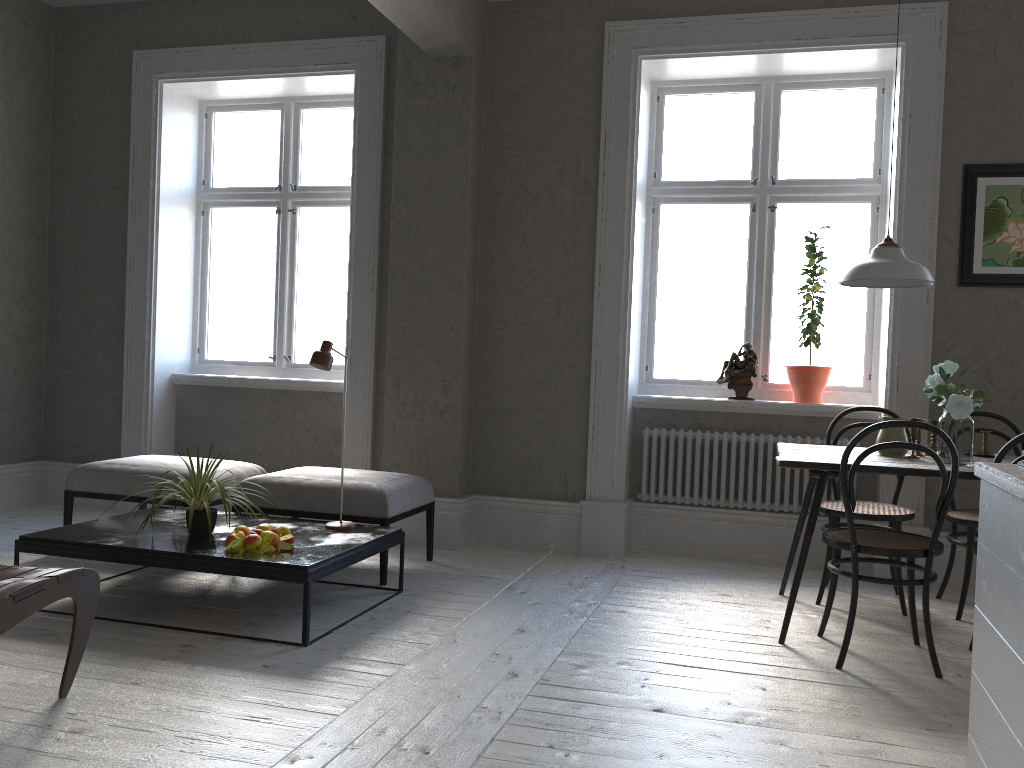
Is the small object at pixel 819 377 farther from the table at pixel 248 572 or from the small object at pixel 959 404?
the table at pixel 248 572

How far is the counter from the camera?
1.8m

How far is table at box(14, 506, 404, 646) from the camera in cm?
331

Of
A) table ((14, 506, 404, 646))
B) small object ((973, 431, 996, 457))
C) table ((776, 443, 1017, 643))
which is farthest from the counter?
table ((14, 506, 404, 646))

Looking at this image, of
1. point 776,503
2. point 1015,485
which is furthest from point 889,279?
point 1015,485

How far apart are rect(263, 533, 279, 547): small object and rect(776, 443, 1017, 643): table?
2.0m

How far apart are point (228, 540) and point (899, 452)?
2.8m

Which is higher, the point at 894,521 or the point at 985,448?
the point at 985,448

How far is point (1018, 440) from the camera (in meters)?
2.96

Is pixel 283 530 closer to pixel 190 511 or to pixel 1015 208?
pixel 190 511
